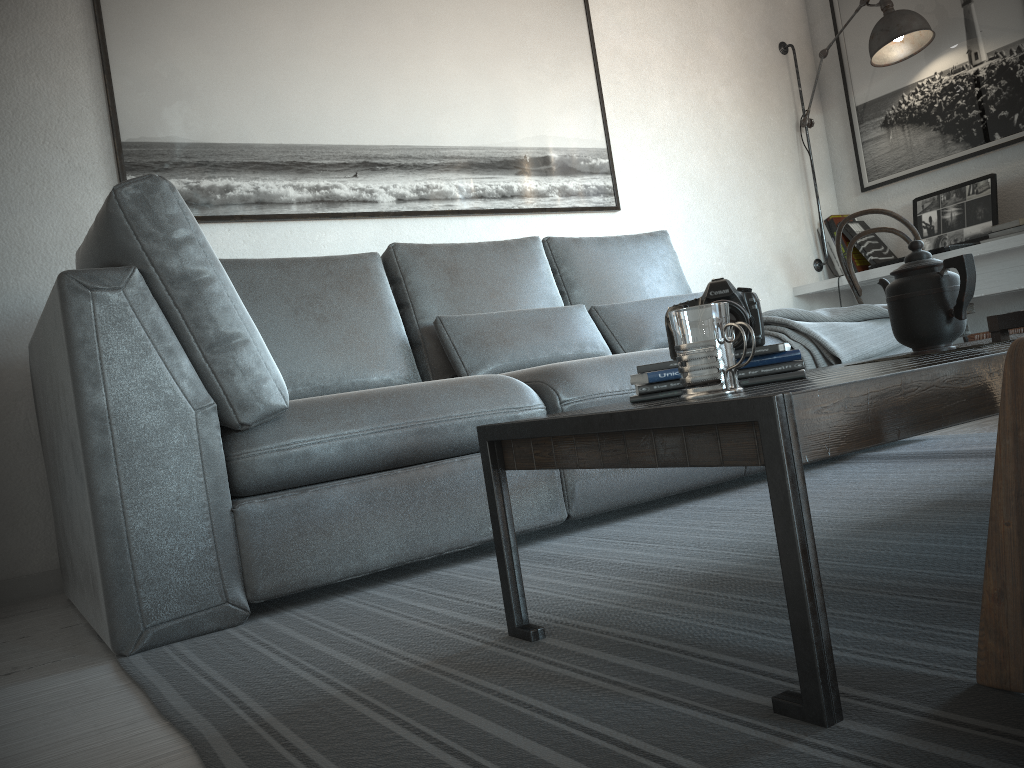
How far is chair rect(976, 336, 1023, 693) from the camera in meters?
0.9 m

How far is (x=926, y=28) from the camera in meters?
3.8

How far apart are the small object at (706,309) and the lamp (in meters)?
3.30

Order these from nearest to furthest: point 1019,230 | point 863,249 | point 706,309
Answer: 1. point 706,309
2. point 1019,230
3. point 863,249

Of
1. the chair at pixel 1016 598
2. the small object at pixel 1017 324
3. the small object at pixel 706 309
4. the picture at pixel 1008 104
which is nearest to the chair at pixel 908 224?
the picture at pixel 1008 104

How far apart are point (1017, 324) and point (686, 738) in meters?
1.1

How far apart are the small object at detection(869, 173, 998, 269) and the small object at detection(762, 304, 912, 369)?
1.0m

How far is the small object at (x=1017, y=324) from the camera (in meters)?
1.56

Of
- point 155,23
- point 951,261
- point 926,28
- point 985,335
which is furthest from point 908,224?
point 155,23

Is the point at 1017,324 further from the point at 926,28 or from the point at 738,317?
the point at 926,28
